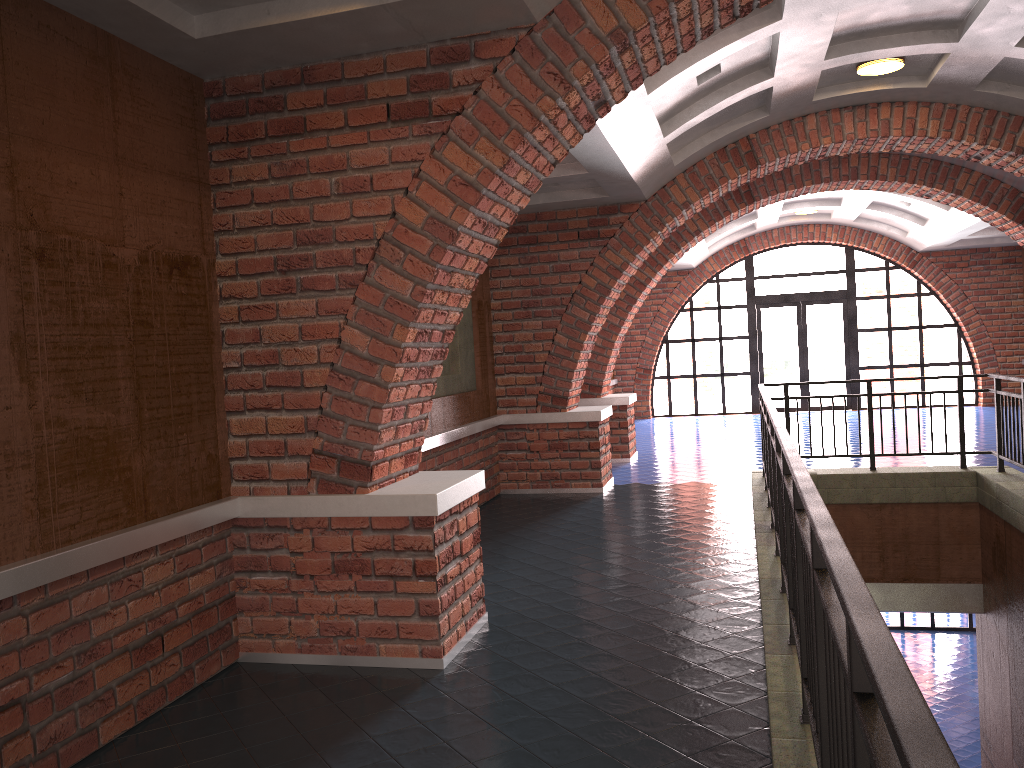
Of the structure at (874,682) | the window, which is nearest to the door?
the window

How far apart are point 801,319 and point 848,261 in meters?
1.4 m

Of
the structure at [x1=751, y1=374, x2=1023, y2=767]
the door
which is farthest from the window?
the structure at [x1=751, y1=374, x2=1023, y2=767]

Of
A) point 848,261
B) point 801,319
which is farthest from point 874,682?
point 848,261

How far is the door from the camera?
17.9 meters

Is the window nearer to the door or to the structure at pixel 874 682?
the door

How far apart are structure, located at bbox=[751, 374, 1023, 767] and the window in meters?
9.3 m

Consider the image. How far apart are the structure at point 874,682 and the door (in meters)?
9.27

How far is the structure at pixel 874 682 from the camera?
1.20m

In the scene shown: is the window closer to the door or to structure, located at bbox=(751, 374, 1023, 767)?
the door
